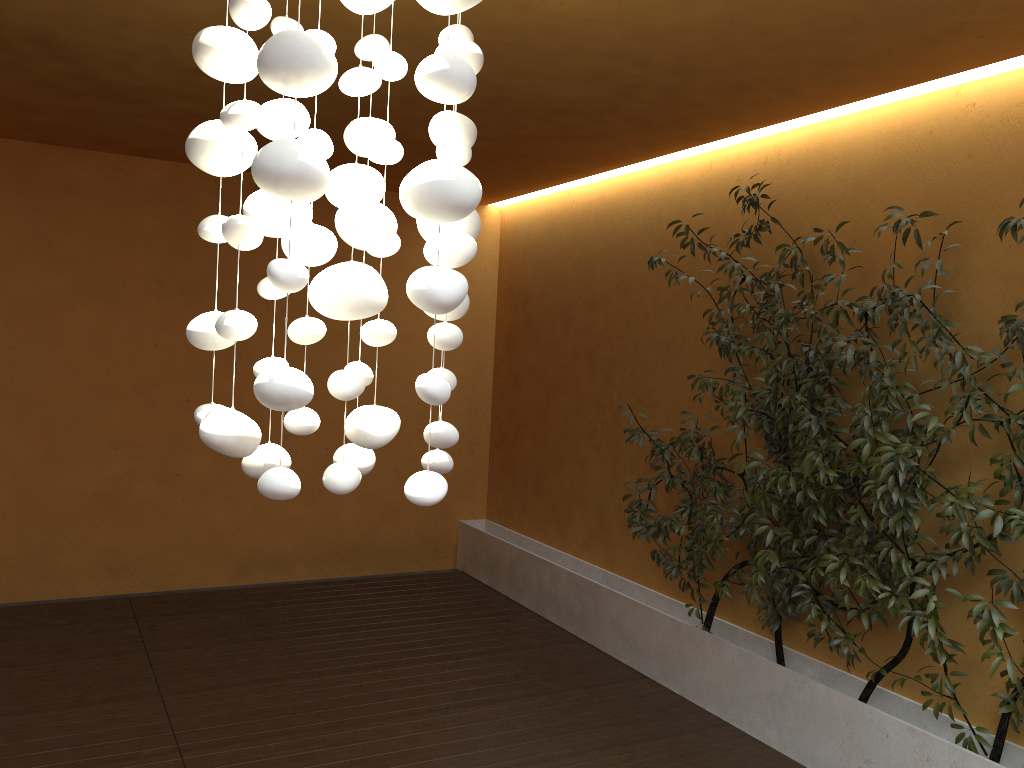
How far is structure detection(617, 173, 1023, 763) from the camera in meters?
3.3 m

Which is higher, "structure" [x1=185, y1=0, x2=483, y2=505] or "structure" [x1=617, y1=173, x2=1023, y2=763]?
"structure" [x1=185, y1=0, x2=483, y2=505]

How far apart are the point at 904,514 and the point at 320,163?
2.65m

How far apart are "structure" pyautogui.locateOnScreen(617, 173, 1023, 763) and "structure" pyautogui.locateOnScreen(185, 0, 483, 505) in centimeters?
195cm

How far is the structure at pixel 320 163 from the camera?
1.6 meters

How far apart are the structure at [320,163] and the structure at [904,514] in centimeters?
195cm

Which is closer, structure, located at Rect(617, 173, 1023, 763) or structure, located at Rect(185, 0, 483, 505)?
structure, located at Rect(185, 0, 483, 505)

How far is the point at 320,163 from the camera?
1.6 meters

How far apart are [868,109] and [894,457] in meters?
1.7 m
